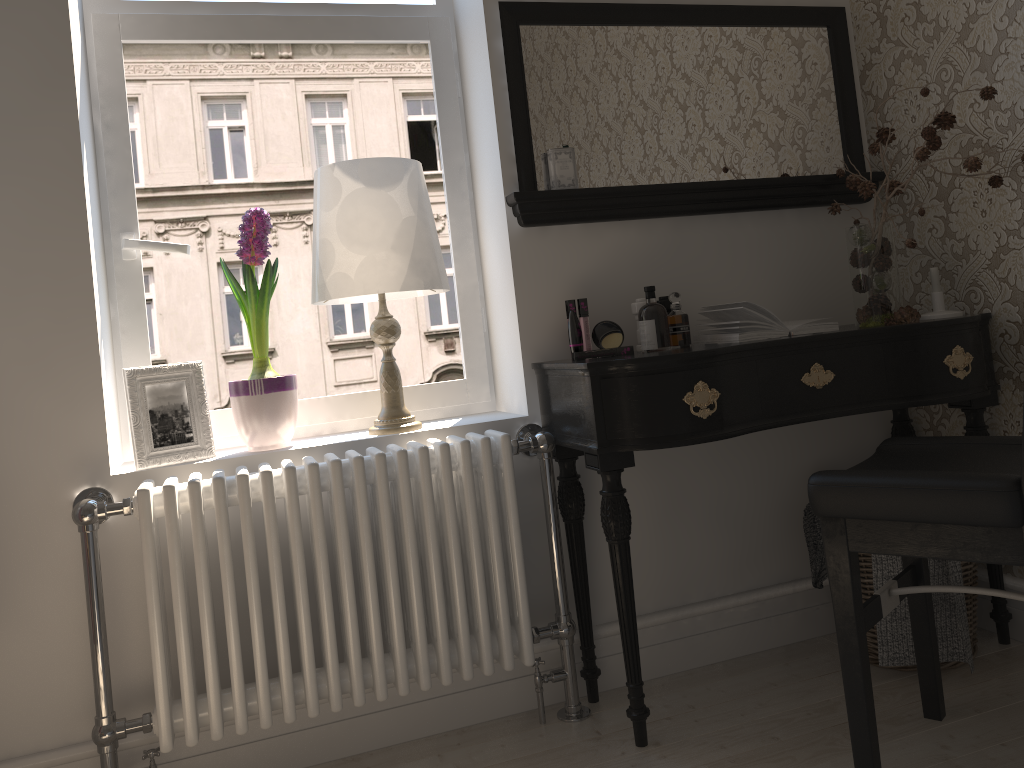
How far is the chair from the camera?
1.44m

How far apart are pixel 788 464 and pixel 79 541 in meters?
1.8

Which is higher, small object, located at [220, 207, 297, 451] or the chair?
small object, located at [220, 207, 297, 451]

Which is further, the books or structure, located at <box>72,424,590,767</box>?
the books

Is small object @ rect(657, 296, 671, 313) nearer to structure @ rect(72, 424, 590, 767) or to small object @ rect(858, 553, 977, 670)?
structure @ rect(72, 424, 590, 767)

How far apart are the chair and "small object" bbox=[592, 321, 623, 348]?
0.6 meters

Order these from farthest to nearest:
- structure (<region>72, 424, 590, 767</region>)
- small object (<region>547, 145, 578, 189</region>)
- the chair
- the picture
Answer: small object (<region>547, 145, 578, 189</region>), the picture, structure (<region>72, 424, 590, 767</region>), the chair

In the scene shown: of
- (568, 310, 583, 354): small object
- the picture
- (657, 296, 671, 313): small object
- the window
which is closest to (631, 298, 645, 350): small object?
(657, 296, 671, 313): small object

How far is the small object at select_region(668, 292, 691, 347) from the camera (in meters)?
2.13

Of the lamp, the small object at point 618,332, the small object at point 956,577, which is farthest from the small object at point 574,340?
the small object at point 956,577
